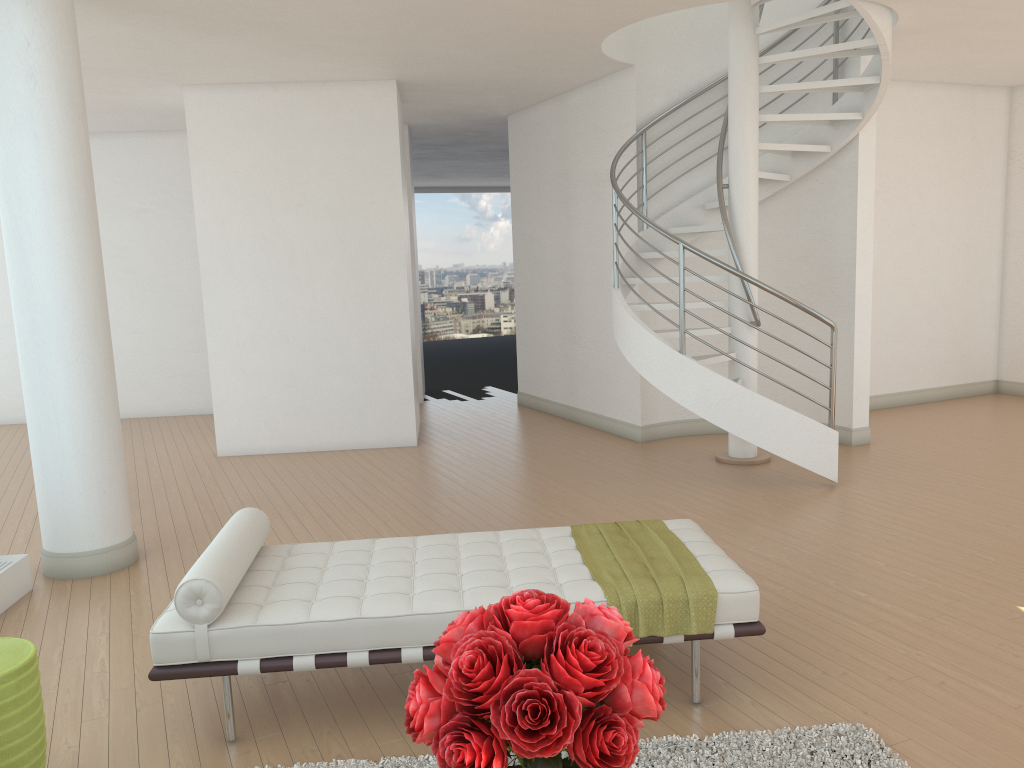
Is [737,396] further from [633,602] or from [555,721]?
[555,721]

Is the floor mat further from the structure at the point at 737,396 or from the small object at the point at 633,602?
the structure at the point at 737,396

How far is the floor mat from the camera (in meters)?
2.99

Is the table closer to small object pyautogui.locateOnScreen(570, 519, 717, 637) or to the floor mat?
the floor mat

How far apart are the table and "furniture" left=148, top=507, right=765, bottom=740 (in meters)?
0.36

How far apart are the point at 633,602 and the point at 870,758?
0.9 meters

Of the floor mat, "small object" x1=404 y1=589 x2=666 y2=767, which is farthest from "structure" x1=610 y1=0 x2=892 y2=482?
"small object" x1=404 y1=589 x2=666 y2=767

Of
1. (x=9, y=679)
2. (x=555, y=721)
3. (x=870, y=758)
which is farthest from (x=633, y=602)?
(x=9, y=679)

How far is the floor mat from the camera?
3.0 meters

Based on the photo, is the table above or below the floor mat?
above
